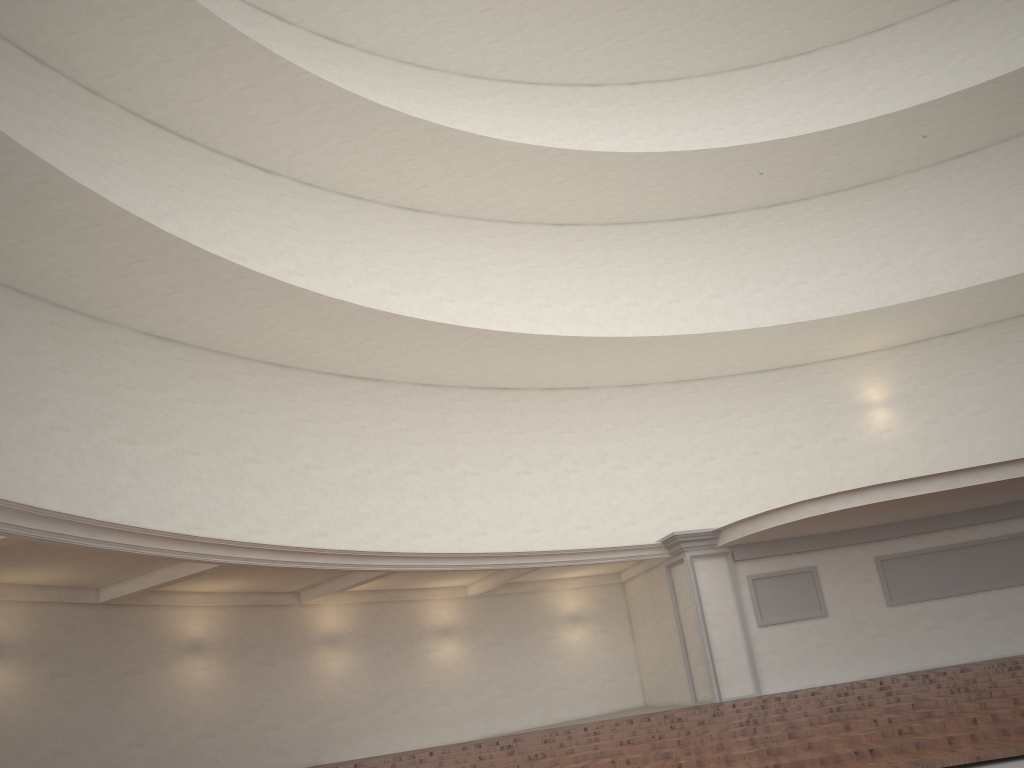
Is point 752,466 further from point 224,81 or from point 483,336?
point 224,81
